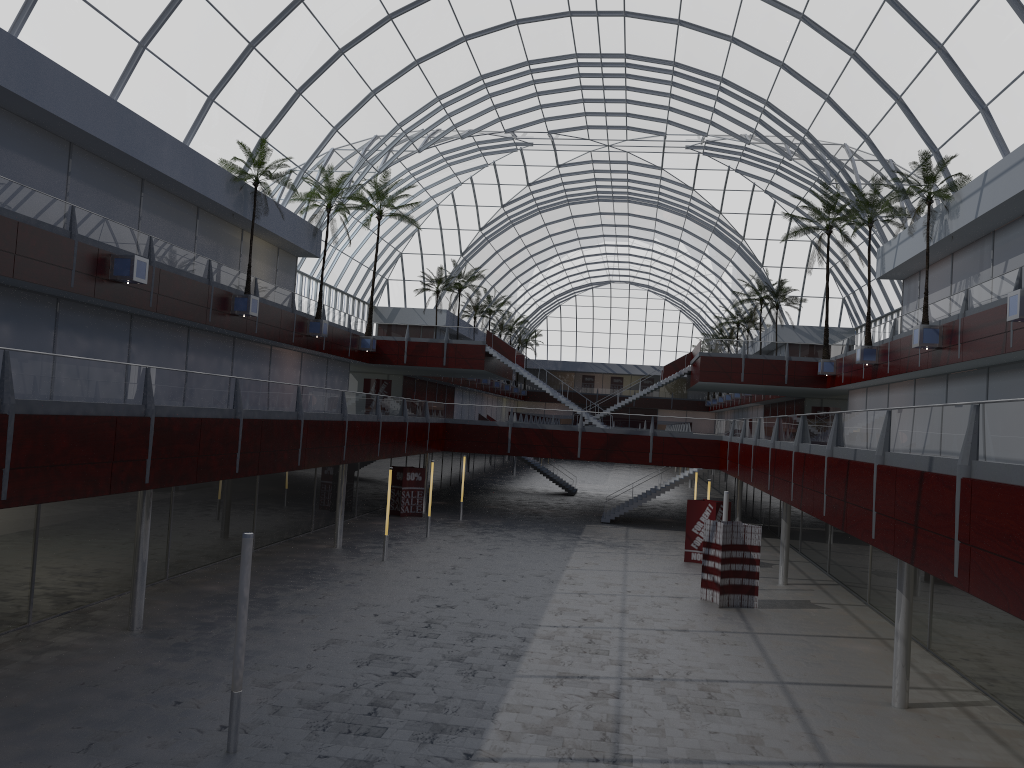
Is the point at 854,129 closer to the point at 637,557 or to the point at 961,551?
the point at 637,557

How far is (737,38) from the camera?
49.69m

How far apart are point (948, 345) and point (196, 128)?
35.70m
